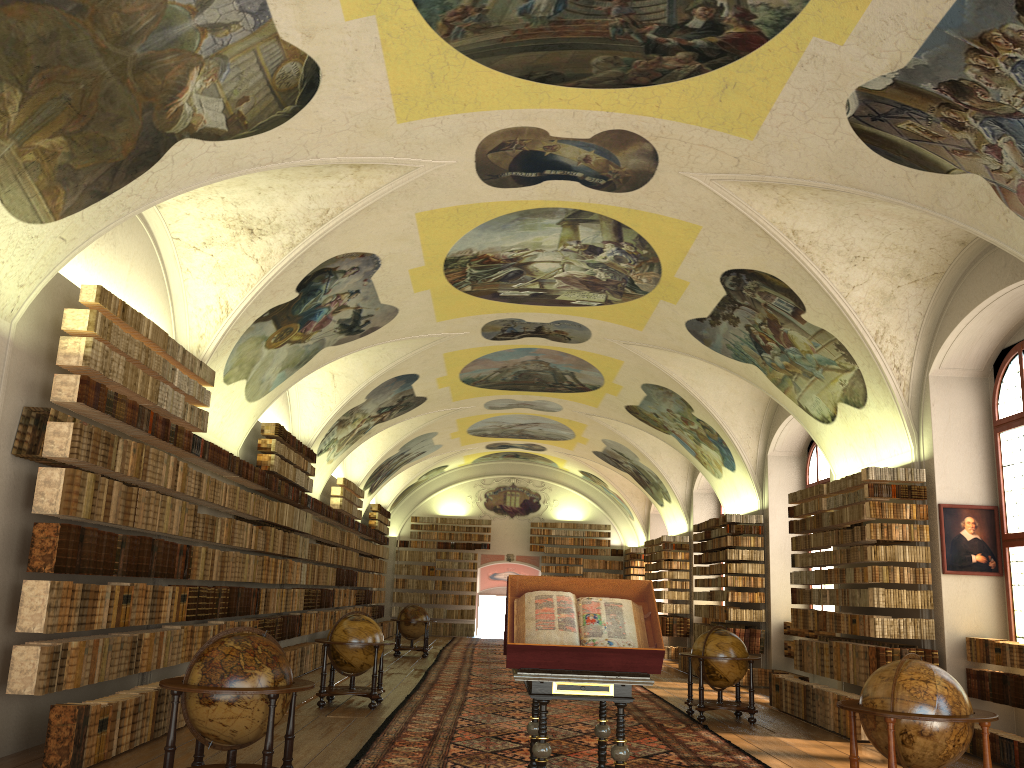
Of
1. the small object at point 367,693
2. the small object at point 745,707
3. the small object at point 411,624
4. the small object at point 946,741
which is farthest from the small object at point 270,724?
the small object at point 411,624

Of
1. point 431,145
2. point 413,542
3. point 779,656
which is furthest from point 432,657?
point 431,145

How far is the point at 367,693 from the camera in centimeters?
1355cm

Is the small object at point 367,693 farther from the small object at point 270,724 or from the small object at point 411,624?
the small object at point 411,624

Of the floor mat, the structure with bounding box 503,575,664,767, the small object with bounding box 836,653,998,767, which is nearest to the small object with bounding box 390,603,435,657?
the floor mat

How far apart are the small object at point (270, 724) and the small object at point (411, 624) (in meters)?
16.64

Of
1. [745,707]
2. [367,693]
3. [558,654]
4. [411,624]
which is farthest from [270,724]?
[411,624]

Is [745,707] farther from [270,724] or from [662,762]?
[270,724]

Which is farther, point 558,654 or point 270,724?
point 270,724

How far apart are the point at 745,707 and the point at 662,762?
4.3m
